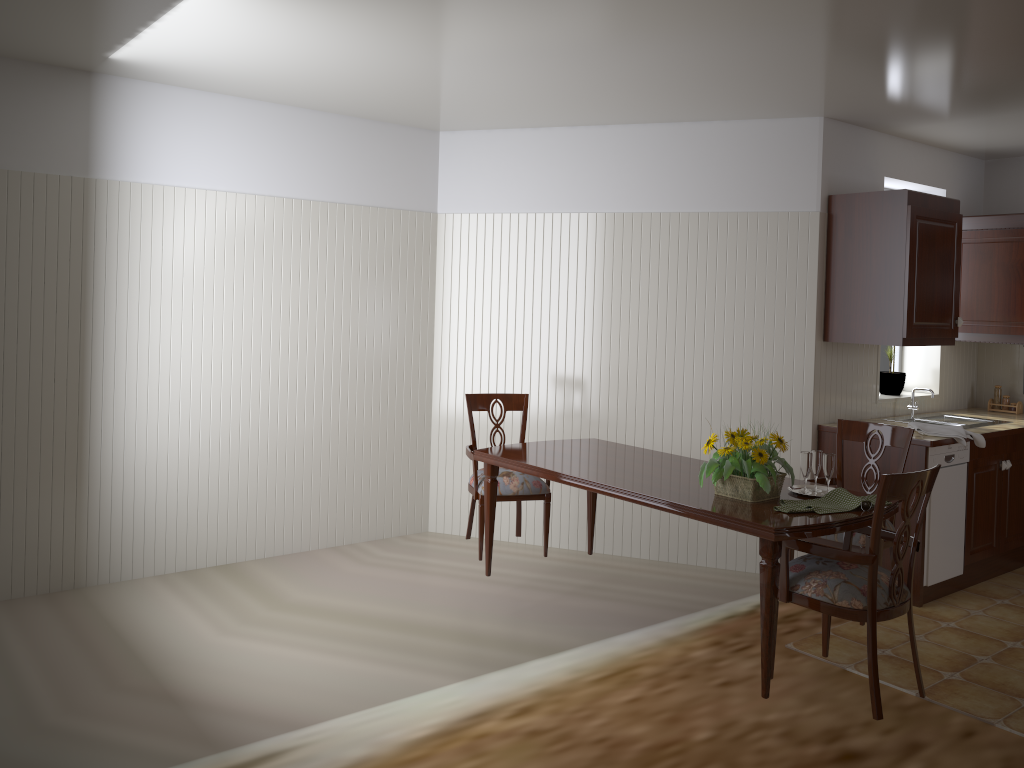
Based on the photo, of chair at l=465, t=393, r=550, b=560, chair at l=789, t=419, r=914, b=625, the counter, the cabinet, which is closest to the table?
chair at l=465, t=393, r=550, b=560

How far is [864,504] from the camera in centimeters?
298cm

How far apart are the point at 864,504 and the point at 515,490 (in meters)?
1.71

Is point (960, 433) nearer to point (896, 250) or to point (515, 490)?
point (896, 250)

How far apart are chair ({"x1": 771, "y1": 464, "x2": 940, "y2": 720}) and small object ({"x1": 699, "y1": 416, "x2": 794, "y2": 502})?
0.2m

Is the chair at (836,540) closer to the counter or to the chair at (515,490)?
the counter

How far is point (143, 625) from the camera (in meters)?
3.84

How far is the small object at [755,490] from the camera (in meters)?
3.05

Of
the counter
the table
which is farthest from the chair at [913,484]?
the counter

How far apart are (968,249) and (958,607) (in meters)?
2.27
